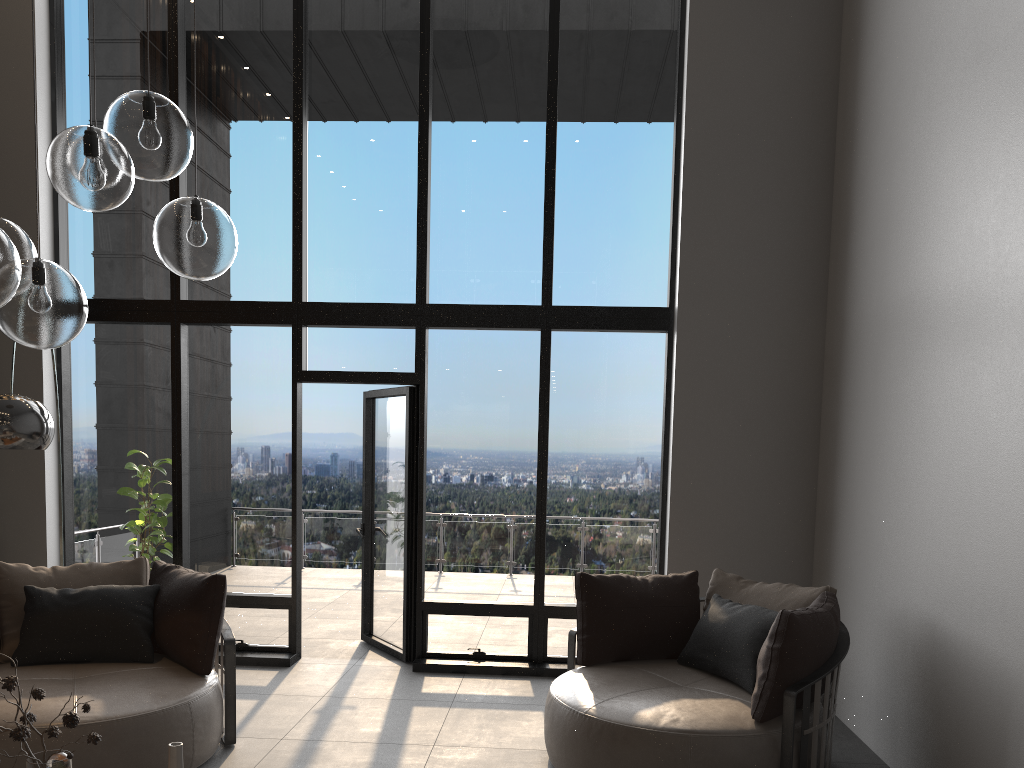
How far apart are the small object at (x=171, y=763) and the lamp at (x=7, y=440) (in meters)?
1.78

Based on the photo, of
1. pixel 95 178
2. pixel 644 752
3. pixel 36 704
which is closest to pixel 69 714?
pixel 95 178

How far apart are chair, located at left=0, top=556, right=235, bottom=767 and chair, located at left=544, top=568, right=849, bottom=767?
1.5m

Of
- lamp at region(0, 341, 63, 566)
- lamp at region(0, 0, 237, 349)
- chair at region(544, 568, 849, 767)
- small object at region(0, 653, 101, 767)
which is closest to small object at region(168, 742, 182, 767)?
small object at region(0, 653, 101, 767)

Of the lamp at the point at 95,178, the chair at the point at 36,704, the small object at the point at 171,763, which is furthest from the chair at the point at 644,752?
the lamp at the point at 95,178

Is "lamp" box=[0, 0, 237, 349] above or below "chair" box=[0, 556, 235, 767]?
above

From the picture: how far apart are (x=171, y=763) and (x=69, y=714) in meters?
0.4 m

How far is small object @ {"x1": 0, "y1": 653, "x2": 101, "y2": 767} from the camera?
2.3m

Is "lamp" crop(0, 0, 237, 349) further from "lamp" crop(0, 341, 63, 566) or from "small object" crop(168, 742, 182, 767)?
"small object" crop(168, 742, 182, 767)

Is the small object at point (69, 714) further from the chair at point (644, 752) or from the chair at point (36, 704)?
the chair at point (644, 752)
